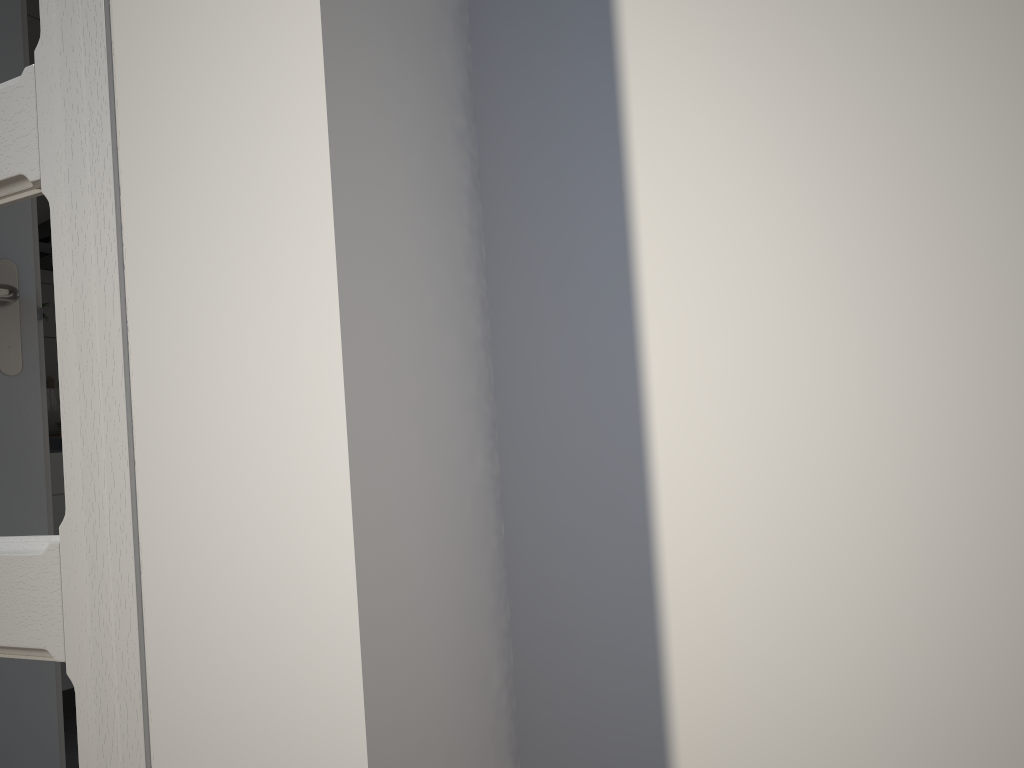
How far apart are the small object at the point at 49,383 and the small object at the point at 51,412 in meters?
0.2

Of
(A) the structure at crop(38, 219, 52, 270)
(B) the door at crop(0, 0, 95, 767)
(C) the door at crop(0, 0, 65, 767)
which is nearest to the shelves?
(A) the structure at crop(38, 219, 52, 270)

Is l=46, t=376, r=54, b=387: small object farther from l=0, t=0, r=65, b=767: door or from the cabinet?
l=0, t=0, r=65, b=767: door

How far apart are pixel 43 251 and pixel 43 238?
0.1m

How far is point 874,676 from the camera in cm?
62

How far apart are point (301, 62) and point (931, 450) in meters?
0.5 m

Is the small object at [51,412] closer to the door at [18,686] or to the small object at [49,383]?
the small object at [49,383]

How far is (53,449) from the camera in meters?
2.4

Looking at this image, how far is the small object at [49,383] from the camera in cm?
305

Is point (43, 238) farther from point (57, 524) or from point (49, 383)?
point (57, 524)
